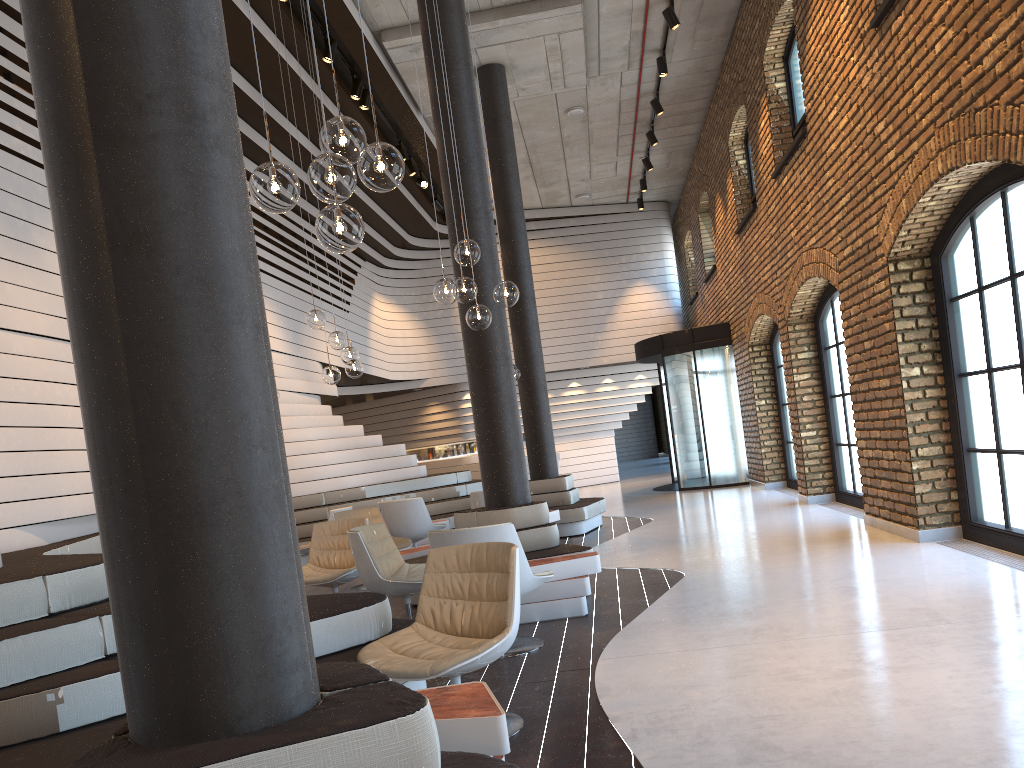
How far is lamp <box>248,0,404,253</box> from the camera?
3.00m

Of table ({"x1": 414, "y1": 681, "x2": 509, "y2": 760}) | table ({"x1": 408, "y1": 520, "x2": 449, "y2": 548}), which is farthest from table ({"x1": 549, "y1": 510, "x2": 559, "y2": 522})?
table ({"x1": 414, "y1": 681, "x2": 509, "y2": 760})

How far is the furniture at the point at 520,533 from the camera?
6.6m

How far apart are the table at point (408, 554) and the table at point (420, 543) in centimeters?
287cm

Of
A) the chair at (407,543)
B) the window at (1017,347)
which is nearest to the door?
the chair at (407,543)

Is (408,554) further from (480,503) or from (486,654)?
(486,654)

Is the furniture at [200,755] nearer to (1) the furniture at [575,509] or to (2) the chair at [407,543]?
(2) the chair at [407,543]

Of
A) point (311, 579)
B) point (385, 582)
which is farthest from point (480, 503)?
point (385, 582)

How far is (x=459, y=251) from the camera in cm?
560

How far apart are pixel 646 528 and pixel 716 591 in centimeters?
440cm
